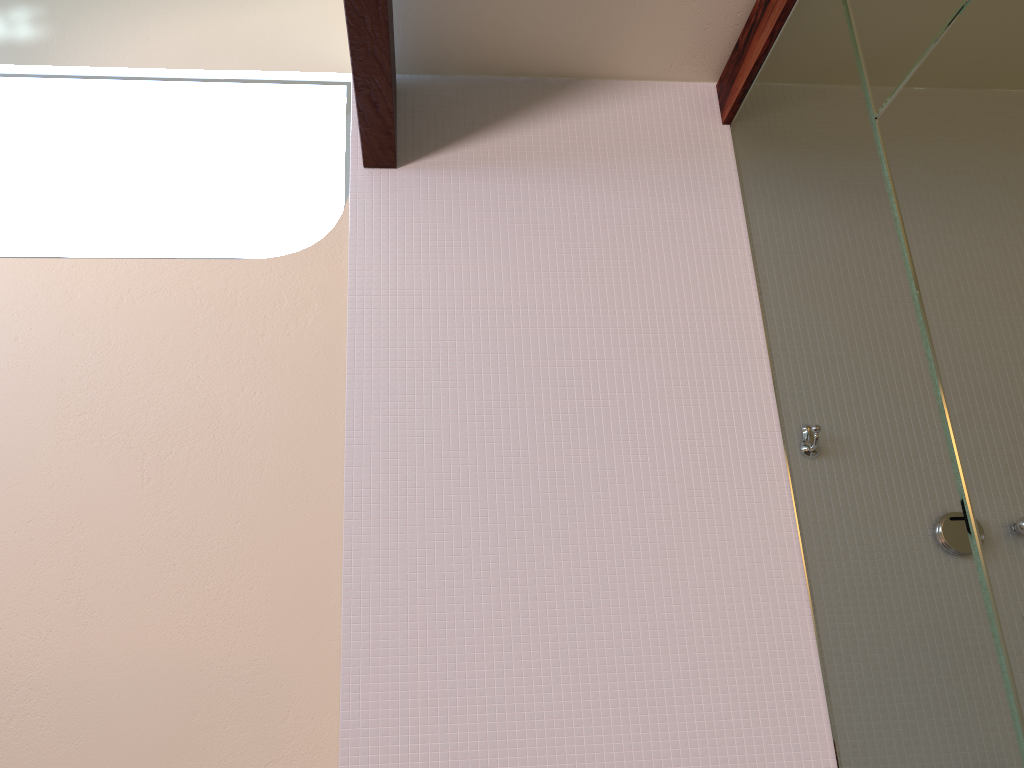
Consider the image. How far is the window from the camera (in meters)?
2.47

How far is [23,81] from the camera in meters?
2.5 m

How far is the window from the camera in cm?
247
